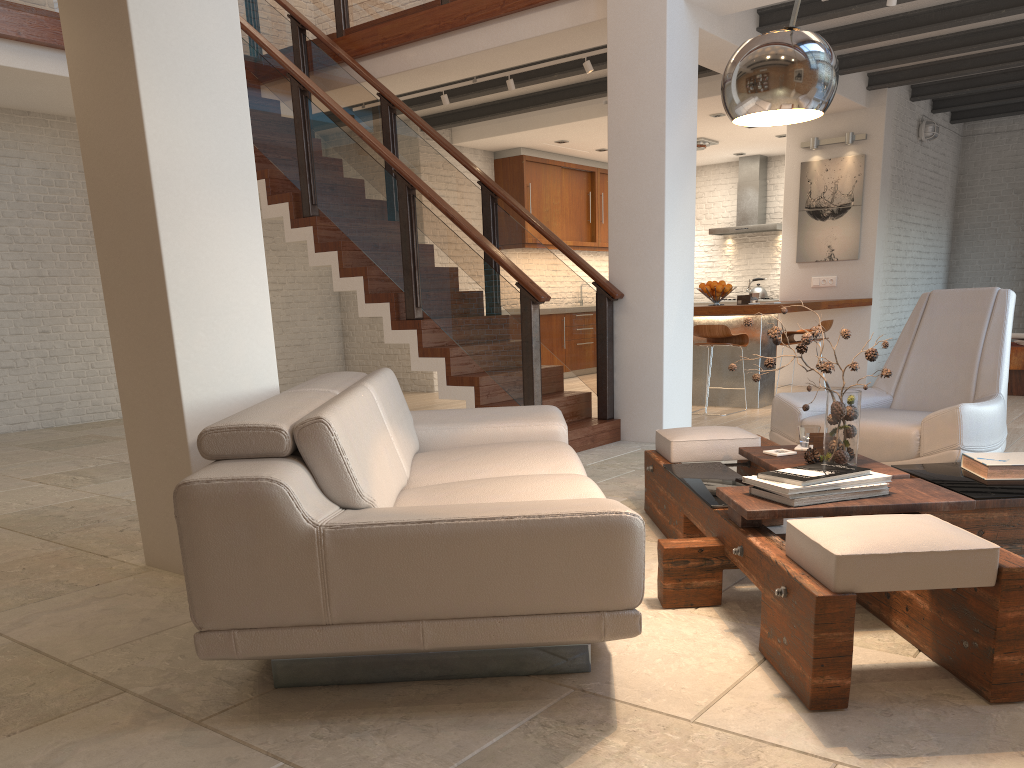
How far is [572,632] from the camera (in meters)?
2.08

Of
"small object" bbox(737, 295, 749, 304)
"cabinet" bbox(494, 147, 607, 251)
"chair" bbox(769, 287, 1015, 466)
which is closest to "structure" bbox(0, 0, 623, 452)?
"chair" bbox(769, 287, 1015, 466)

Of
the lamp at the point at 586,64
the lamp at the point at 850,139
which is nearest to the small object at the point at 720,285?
the lamp at the point at 586,64

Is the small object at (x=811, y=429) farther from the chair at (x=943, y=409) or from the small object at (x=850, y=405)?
the chair at (x=943, y=409)

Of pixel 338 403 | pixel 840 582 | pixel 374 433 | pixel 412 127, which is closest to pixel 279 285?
pixel 412 127

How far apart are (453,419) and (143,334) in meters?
1.4

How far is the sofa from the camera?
2.0 meters

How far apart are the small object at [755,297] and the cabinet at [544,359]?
3.9 meters

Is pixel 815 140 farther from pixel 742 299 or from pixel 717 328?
pixel 717 328

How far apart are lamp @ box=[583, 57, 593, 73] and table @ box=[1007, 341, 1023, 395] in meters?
4.7 m
